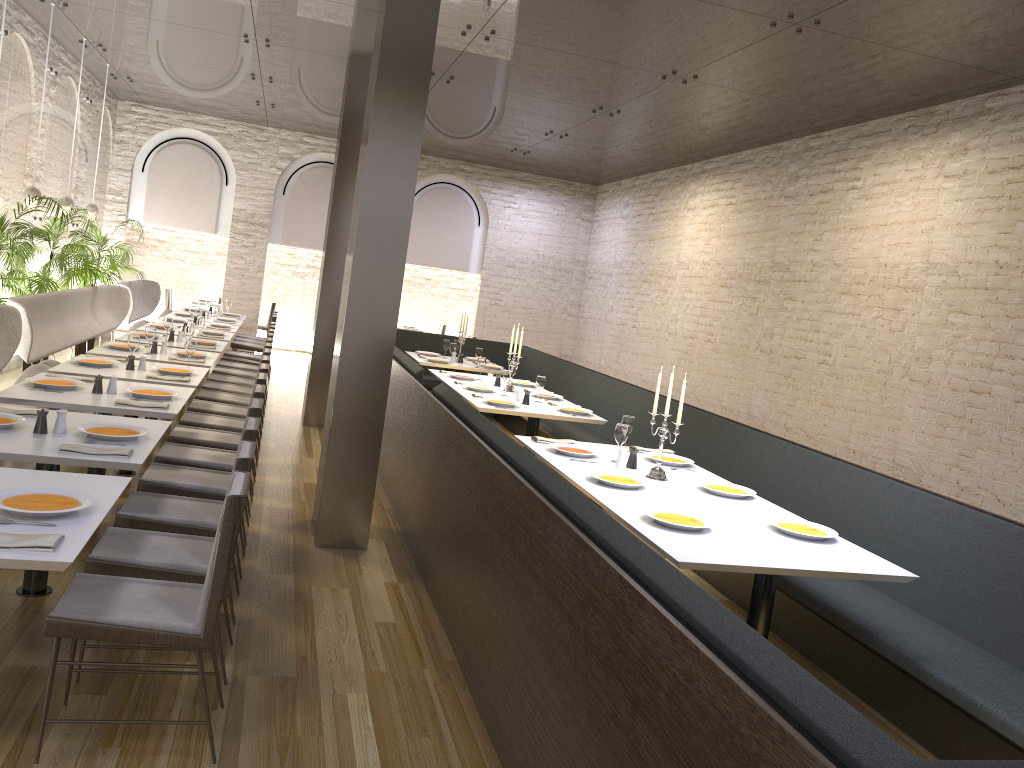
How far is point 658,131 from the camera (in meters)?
10.60

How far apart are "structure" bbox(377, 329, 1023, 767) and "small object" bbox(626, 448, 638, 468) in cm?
99

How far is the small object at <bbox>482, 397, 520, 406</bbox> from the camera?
7.1m

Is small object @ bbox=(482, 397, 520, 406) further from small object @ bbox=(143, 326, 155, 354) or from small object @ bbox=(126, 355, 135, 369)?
small object @ bbox=(143, 326, 155, 354)

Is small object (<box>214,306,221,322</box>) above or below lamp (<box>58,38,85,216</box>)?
below

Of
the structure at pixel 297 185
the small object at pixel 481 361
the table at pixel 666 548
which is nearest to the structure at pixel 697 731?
the table at pixel 666 548

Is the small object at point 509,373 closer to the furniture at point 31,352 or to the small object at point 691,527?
the furniture at point 31,352

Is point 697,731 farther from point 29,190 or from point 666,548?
point 29,190

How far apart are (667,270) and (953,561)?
9.1 meters

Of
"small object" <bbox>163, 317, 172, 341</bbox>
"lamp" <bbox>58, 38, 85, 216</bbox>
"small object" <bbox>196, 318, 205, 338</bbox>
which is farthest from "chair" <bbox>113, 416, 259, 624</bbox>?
"lamp" <bbox>58, 38, 85, 216</bbox>
